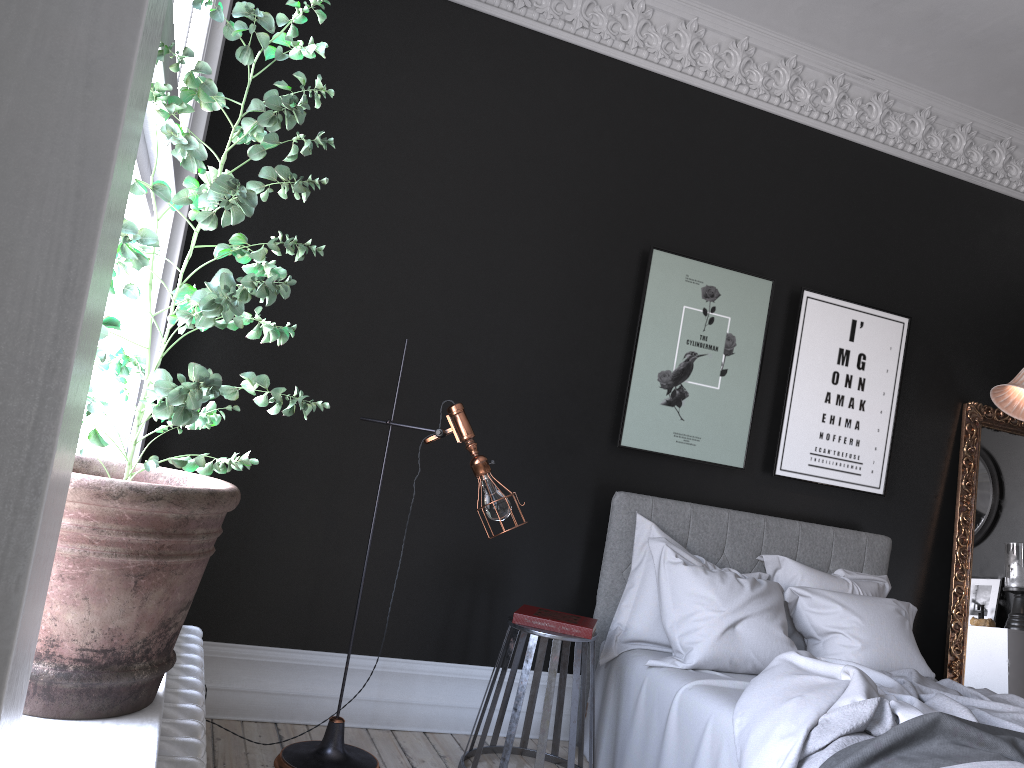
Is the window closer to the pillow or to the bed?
the bed

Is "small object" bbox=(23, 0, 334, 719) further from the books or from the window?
the books

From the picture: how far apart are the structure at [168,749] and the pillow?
2.27m

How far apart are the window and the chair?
2.53m

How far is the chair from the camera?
3.6 meters

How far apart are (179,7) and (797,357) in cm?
398

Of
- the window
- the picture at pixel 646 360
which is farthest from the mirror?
the window

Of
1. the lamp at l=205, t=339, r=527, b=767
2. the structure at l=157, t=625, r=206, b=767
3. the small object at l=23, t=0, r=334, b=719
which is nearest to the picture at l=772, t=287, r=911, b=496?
the lamp at l=205, t=339, r=527, b=767

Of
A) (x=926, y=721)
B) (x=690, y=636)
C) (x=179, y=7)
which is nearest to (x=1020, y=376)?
(x=690, y=636)

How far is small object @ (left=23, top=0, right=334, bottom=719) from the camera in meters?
1.2 m
